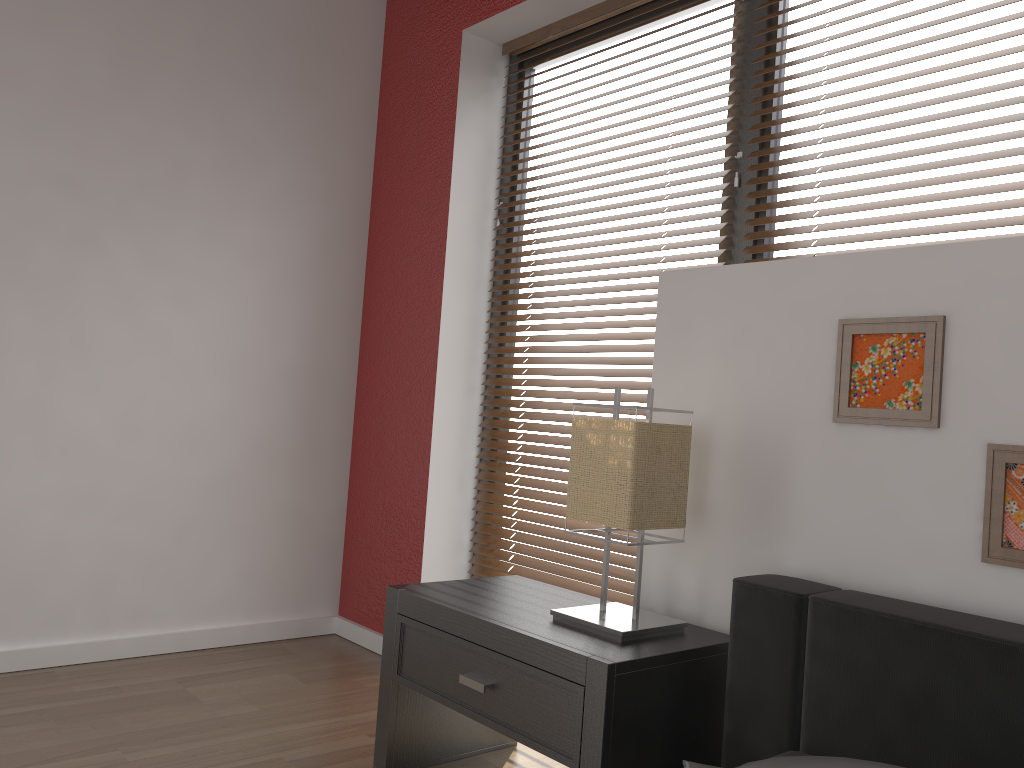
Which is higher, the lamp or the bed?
the lamp

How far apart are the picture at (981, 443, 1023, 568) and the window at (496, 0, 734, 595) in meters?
1.1

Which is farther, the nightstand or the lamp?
the lamp

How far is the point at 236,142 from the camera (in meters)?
2.96

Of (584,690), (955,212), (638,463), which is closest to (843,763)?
(584,690)

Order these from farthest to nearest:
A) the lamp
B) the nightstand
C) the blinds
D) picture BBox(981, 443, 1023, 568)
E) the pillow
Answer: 1. the blinds
2. the lamp
3. the nightstand
4. picture BBox(981, 443, 1023, 568)
5. the pillow

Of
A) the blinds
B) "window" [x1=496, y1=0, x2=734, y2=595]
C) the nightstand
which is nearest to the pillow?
the nightstand

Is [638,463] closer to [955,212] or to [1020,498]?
[1020,498]

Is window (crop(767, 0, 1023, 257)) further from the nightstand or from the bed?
the nightstand

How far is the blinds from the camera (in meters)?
1.85
